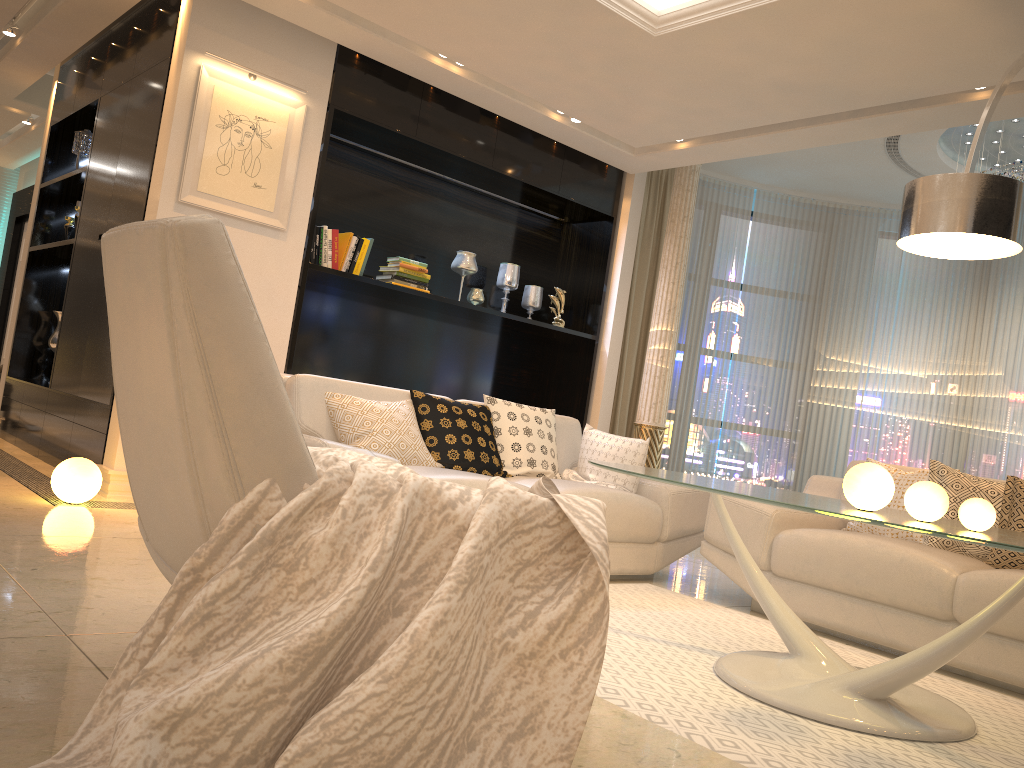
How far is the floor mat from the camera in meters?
2.1 m

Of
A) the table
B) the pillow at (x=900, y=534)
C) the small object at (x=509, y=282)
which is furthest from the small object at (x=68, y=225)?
the pillow at (x=900, y=534)

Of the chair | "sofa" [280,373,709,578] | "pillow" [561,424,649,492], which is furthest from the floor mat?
the chair

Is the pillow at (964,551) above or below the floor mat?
above

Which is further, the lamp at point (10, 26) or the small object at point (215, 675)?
the lamp at point (10, 26)

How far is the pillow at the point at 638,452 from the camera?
4.42m

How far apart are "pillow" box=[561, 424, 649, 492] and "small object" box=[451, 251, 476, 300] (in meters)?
1.80

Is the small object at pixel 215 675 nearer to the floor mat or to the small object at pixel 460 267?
the floor mat

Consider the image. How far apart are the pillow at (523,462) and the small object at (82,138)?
3.6m

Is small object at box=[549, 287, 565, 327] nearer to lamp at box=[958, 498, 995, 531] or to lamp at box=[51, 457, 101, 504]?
lamp at box=[51, 457, 101, 504]
